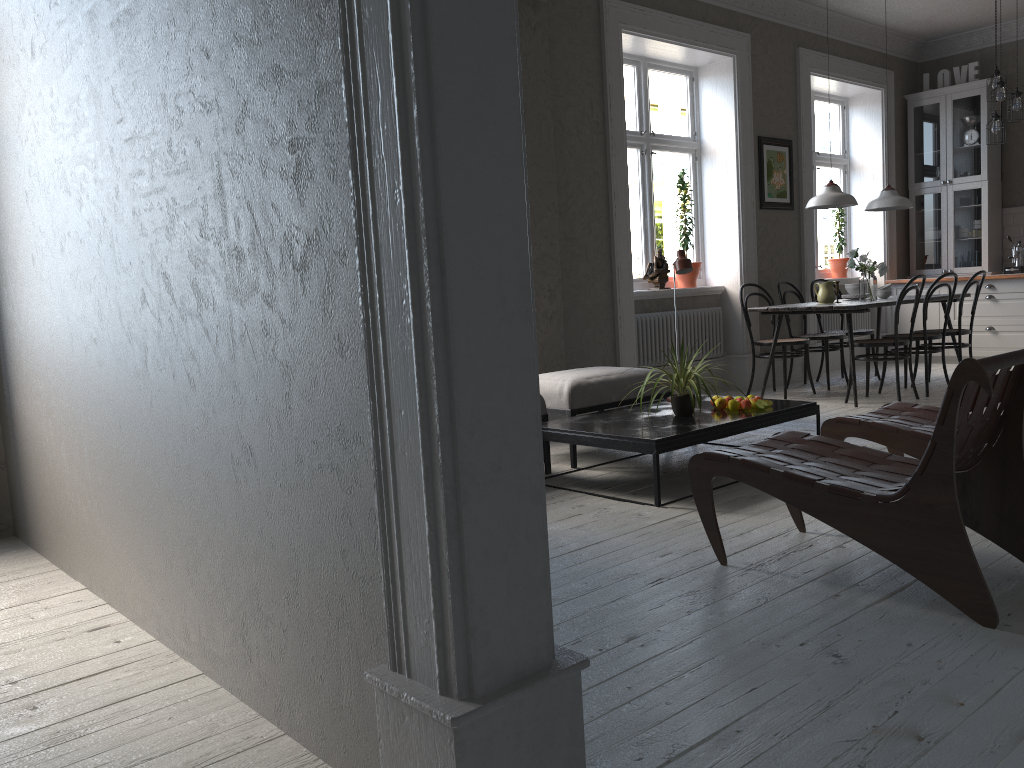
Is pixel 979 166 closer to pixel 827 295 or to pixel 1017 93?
pixel 1017 93

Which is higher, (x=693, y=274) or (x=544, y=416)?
(x=693, y=274)

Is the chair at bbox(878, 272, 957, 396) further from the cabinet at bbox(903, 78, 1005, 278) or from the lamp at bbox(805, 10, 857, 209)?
the cabinet at bbox(903, 78, 1005, 278)

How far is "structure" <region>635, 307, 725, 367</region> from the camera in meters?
6.8

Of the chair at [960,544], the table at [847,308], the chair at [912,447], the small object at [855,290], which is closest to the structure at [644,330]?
the table at [847,308]

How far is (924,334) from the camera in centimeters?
652cm

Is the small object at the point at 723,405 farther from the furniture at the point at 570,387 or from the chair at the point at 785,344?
the chair at the point at 785,344

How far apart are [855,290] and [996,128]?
2.0m

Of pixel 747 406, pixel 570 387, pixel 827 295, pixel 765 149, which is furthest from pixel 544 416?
pixel 765 149

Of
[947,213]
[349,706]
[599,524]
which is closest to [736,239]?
[947,213]
